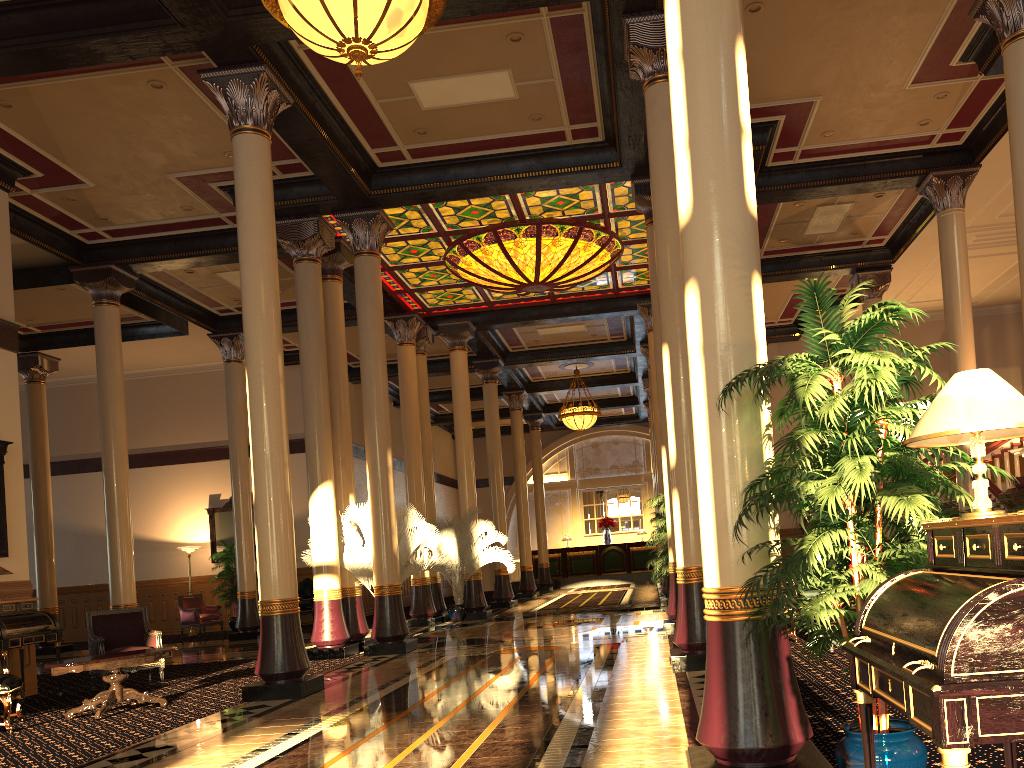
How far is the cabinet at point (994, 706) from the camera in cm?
181

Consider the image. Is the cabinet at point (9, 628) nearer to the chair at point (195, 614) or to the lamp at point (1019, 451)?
the chair at point (195, 614)

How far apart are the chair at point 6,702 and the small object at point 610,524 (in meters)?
23.24

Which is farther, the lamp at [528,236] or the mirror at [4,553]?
the lamp at [528,236]

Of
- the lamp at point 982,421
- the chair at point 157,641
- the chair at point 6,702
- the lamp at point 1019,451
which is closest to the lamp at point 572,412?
the lamp at point 1019,451

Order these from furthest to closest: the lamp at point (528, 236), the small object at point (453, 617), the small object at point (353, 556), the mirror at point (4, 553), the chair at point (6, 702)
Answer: the small object at point (453, 617)
the lamp at point (528, 236)
the small object at point (353, 556)
the mirror at point (4, 553)
the chair at point (6, 702)

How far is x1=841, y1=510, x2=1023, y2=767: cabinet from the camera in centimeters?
181cm

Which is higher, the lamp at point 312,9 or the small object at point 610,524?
the lamp at point 312,9

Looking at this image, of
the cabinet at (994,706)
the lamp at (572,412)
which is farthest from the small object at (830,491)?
the lamp at (572,412)

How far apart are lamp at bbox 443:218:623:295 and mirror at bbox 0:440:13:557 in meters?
7.1 m
